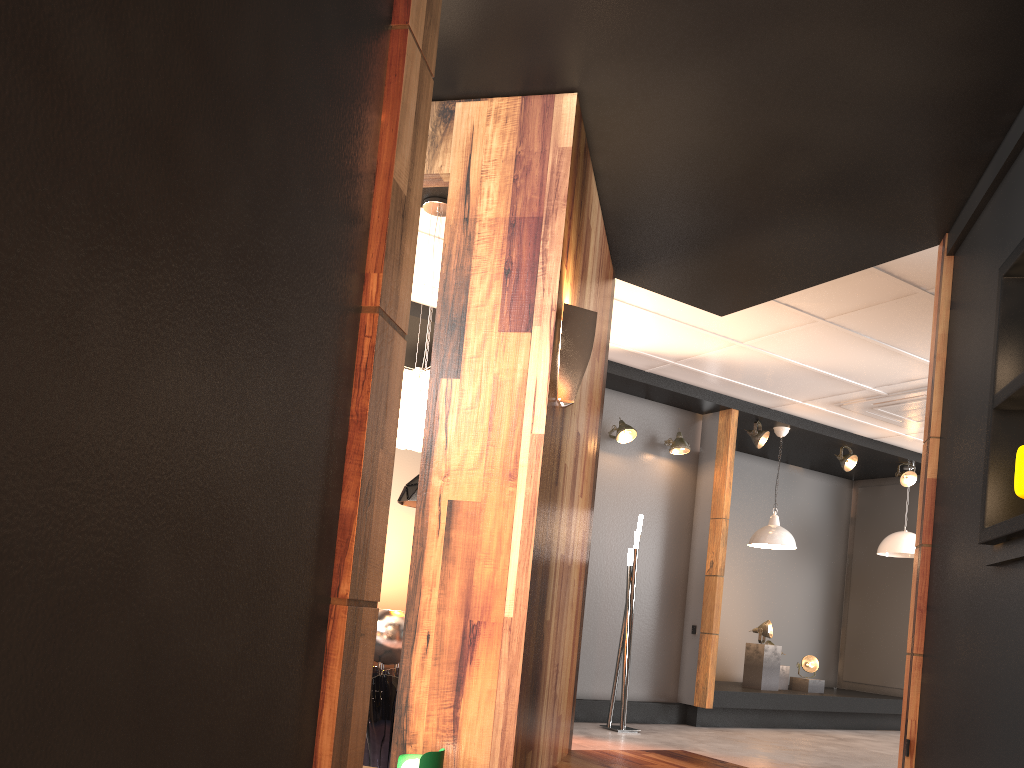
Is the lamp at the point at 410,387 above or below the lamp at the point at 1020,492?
above

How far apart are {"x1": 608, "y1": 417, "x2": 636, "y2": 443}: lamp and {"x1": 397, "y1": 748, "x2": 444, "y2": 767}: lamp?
4.7 meters

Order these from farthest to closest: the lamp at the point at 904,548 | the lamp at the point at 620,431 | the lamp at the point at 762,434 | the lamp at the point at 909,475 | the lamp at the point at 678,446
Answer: the lamp at the point at 909,475, the lamp at the point at 904,548, the lamp at the point at 762,434, the lamp at the point at 678,446, the lamp at the point at 620,431

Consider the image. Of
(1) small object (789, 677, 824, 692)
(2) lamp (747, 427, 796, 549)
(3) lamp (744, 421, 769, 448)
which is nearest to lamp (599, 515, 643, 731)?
(2) lamp (747, 427, 796, 549)

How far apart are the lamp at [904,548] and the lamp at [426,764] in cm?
756

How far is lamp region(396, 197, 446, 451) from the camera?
4.2 meters

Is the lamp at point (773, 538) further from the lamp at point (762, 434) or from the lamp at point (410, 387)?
the lamp at point (410, 387)

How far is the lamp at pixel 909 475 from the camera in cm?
929

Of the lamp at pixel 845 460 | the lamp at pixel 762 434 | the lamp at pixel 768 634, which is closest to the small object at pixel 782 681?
the lamp at pixel 768 634

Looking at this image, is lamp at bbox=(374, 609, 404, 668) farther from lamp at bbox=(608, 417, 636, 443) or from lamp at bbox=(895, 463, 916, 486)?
lamp at bbox=(895, 463, 916, 486)
